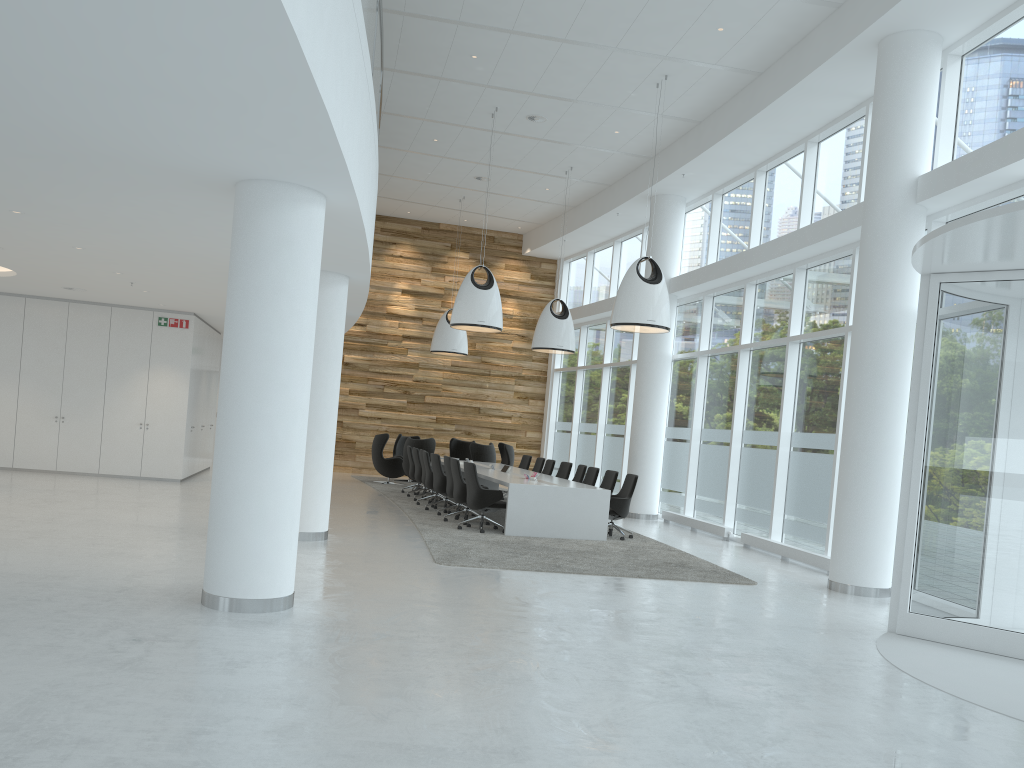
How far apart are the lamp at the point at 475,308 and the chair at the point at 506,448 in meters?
6.2

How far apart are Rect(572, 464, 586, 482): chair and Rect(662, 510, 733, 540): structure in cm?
201

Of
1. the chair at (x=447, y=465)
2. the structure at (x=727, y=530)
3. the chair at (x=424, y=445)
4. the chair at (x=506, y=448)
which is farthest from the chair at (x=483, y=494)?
the chair at (x=506, y=448)

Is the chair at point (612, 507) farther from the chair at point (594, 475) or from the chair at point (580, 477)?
the chair at point (580, 477)

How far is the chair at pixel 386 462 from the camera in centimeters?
1984cm

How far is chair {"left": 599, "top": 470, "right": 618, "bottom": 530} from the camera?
13.84m

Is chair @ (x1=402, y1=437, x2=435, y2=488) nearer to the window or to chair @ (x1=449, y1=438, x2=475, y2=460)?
chair @ (x1=449, y1=438, x2=475, y2=460)

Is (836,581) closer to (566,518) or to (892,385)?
(892,385)

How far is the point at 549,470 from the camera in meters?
16.8 m

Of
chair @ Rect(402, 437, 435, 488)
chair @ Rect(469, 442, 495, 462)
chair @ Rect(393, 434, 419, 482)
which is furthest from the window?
chair @ Rect(393, 434, 419, 482)
